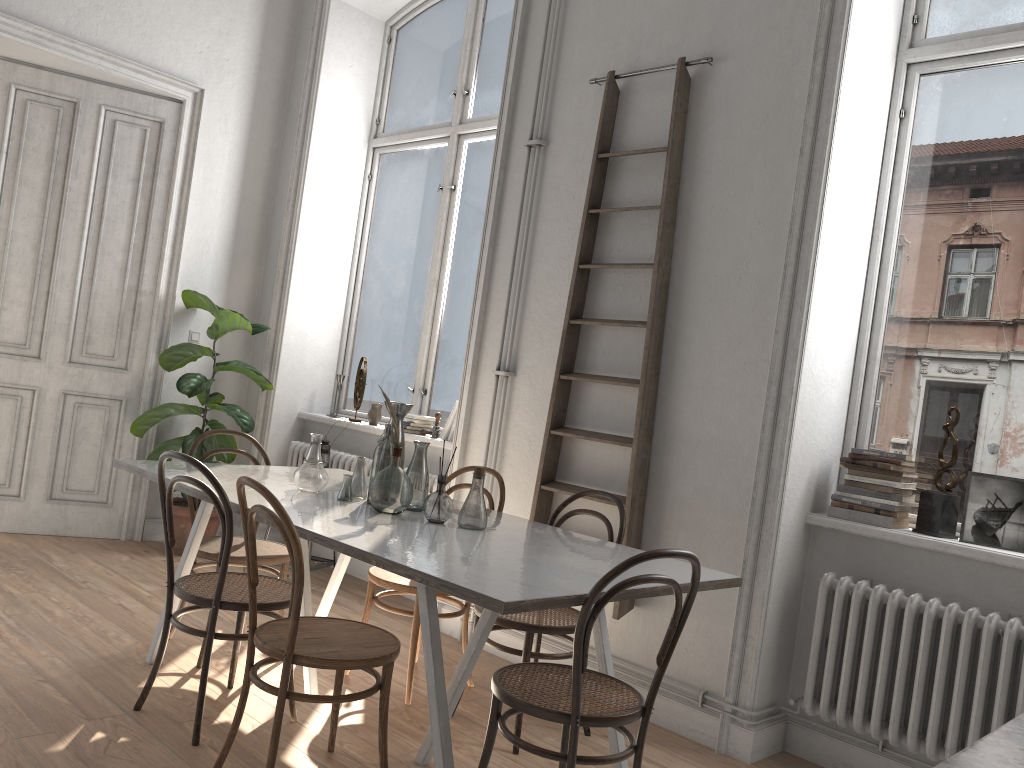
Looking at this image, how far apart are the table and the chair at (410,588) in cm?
26

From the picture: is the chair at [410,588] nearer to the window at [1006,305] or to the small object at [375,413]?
the window at [1006,305]

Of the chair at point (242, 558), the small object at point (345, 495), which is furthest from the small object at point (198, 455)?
the small object at point (345, 495)

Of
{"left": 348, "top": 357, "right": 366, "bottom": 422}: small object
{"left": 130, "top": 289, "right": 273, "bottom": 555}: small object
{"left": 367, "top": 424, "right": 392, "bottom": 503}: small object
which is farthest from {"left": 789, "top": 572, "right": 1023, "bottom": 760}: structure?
{"left": 130, "top": 289, "right": 273, "bottom": 555}: small object

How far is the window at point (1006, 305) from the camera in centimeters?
338cm

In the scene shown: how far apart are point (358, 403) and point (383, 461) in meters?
2.5

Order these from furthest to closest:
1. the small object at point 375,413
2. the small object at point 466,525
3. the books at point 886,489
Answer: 1. the small object at point 375,413
2. the books at point 886,489
3. the small object at point 466,525

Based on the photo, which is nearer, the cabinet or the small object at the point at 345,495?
the cabinet

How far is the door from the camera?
5.35m

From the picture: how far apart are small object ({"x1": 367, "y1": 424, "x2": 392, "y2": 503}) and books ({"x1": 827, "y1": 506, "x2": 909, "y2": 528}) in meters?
1.7 m
